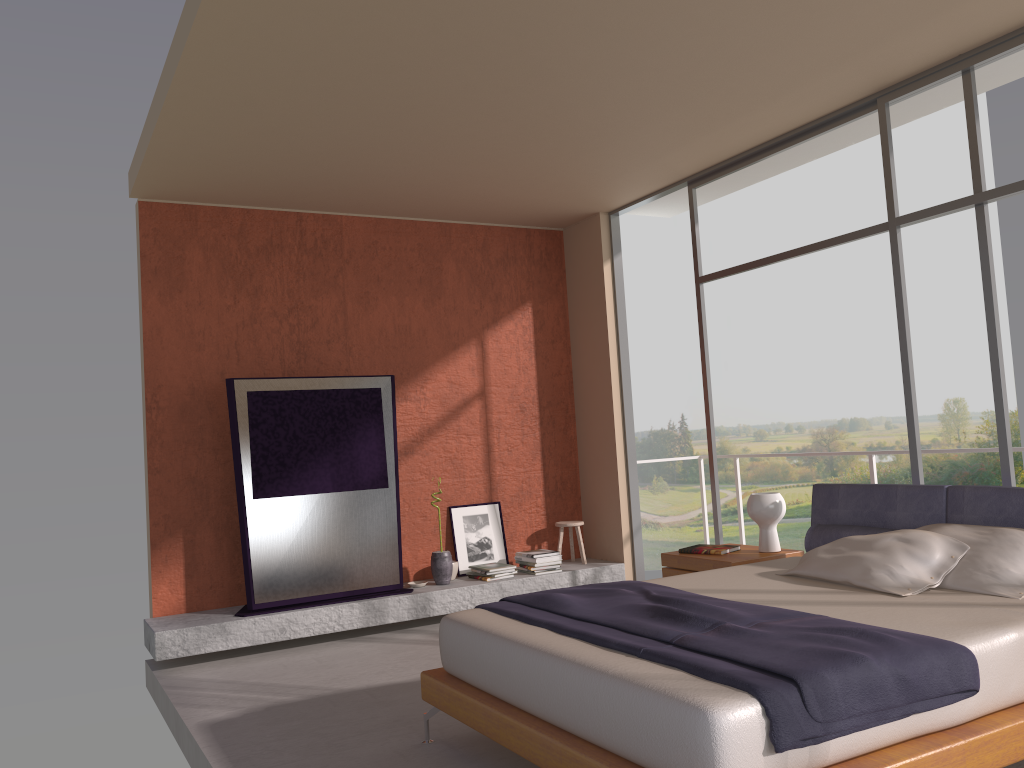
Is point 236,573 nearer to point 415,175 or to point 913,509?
point 415,175

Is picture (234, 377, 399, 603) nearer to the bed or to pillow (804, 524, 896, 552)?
the bed

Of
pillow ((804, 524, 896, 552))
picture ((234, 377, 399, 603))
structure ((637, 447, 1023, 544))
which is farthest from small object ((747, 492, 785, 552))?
picture ((234, 377, 399, 603))

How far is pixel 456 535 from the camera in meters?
7.1

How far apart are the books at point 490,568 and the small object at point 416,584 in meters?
0.5 m

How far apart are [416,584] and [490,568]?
0.58m

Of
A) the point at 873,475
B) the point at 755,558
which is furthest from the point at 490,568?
the point at 873,475

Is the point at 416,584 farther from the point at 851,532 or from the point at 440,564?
the point at 851,532

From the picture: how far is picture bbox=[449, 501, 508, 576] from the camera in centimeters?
706cm

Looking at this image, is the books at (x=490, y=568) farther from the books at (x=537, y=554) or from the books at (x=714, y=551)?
the books at (x=714, y=551)
